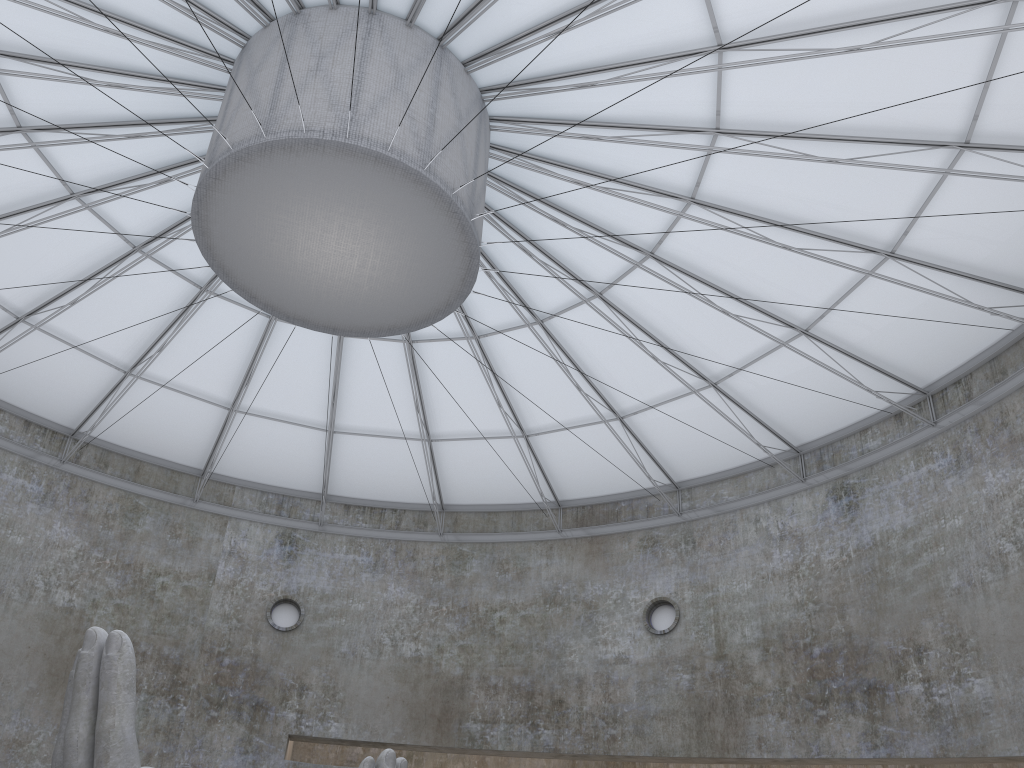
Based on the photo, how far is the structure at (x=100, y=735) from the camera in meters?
13.6 m

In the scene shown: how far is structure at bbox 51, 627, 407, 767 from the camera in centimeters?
1364cm

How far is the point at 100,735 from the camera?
13.6m

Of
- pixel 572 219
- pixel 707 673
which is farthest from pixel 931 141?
pixel 707 673
